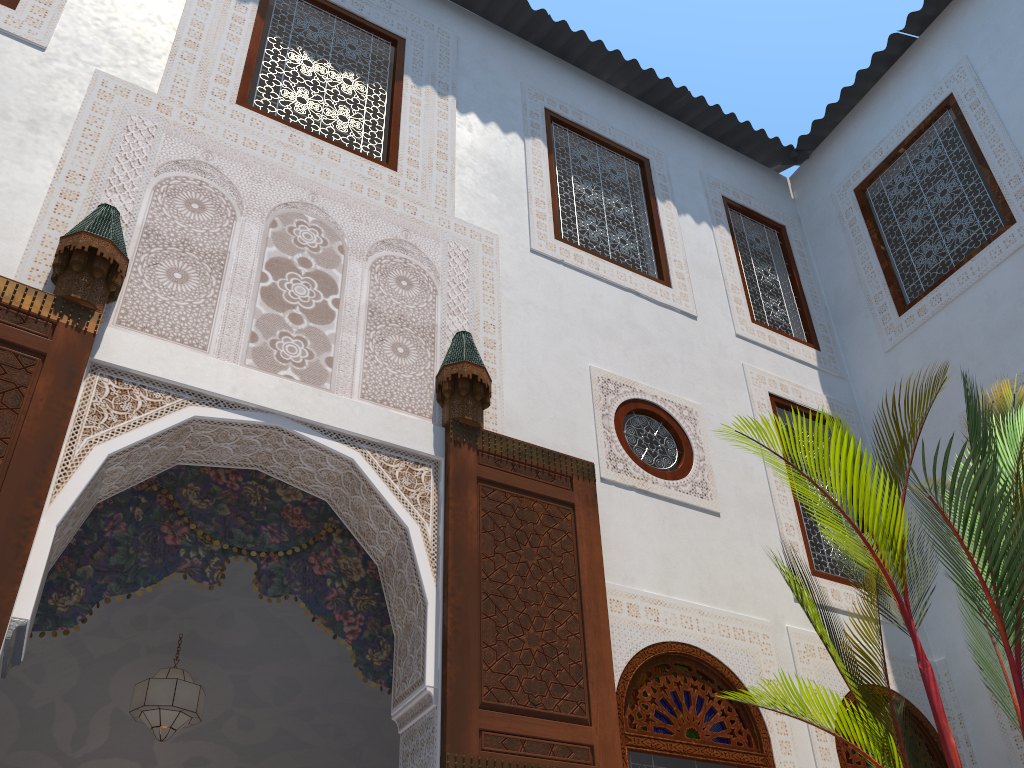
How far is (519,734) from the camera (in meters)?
2.36

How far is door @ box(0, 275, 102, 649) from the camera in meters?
2.1 m

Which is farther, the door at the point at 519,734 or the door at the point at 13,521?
the door at the point at 519,734

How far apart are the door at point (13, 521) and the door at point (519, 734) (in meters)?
1.06

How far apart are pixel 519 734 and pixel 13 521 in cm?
138

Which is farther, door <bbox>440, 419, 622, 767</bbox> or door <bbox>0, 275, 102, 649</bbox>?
door <bbox>440, 419, 622, 767</bbox>

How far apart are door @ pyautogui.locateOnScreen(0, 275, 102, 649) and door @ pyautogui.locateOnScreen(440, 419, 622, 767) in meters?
1.1 m

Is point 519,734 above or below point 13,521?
below

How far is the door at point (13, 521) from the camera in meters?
2.1 m
